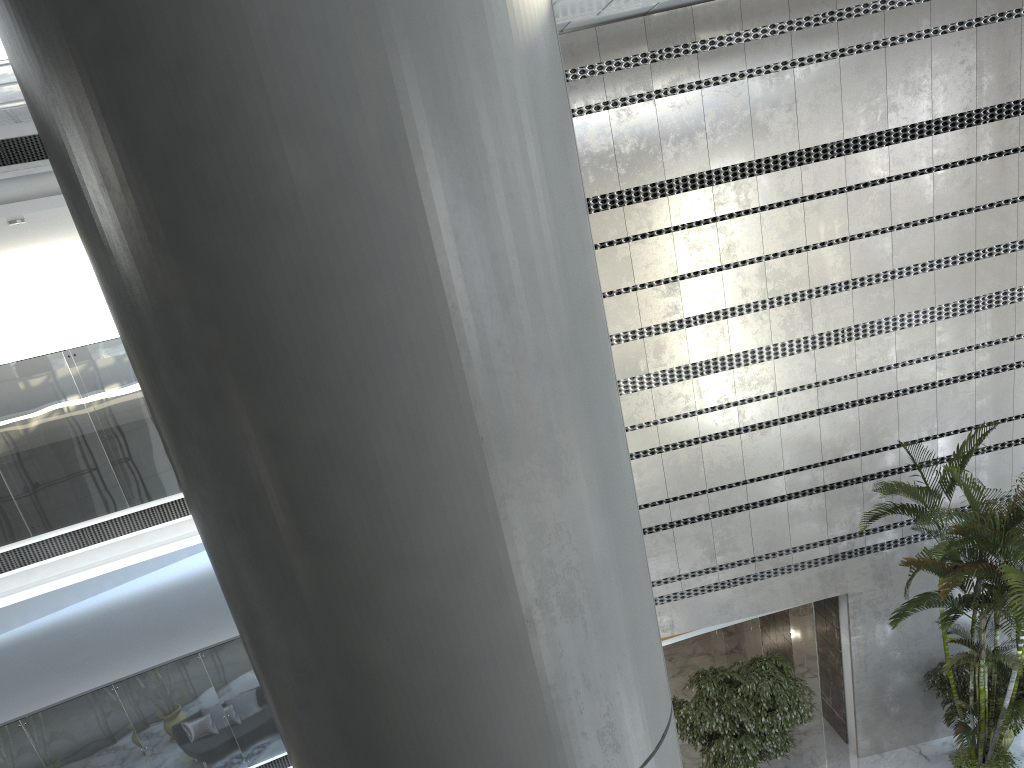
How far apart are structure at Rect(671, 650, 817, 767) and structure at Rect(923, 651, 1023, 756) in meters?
1.6

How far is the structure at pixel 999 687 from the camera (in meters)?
9.72

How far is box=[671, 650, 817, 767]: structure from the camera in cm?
944

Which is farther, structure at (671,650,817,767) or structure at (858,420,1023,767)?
structure at (671,650,817,767)

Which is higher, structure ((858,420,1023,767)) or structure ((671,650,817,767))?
structure ((858,420,1023,767))

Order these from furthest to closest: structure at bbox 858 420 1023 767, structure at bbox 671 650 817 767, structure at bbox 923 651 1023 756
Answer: structure at bbox 923 651 1023 756, structure at bbox 671 650 817 767, structure at bbox 858 420 1023 767

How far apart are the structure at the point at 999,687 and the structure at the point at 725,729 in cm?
161

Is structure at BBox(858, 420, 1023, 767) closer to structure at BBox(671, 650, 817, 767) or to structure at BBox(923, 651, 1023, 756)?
structure at BBox(923, 651, 1023, 756)

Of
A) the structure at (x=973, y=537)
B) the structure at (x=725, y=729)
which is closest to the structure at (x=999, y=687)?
the structure at (x=973, y=537)

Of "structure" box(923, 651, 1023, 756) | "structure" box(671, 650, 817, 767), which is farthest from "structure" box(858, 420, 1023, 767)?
"structure" box(671, 650, 817, 767)
